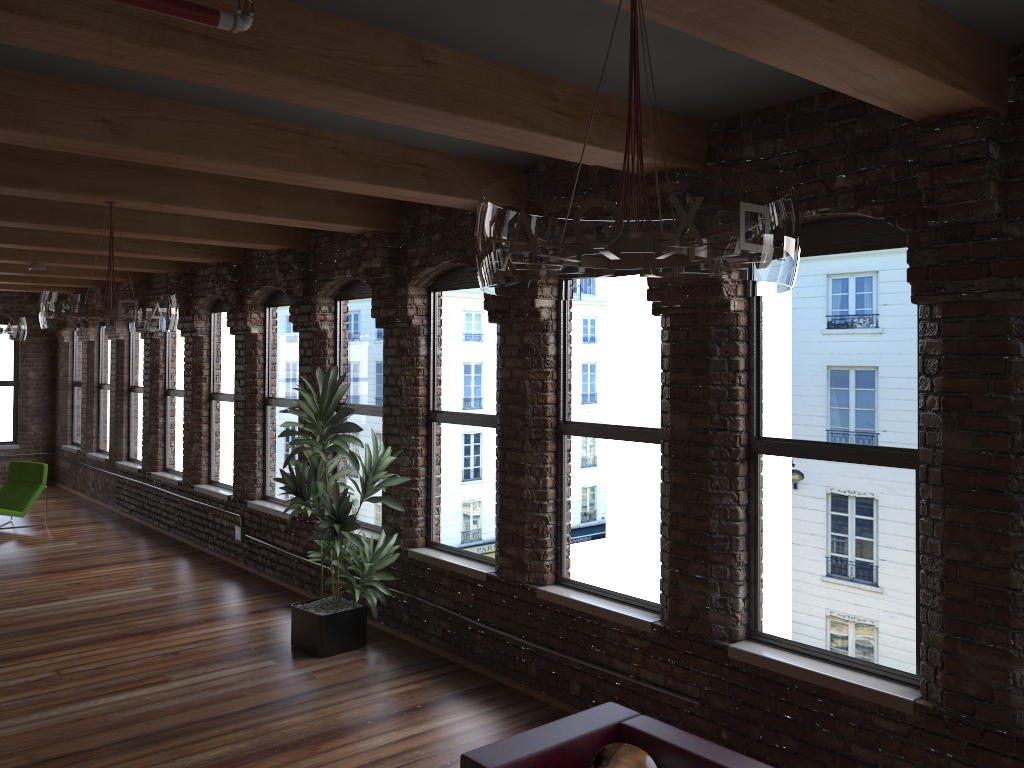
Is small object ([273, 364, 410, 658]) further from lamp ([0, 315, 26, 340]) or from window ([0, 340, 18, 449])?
window ([0, 340, 18, 449])

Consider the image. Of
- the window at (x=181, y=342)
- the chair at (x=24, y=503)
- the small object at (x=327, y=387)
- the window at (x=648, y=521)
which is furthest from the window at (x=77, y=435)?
the window at (x=648, y=521)

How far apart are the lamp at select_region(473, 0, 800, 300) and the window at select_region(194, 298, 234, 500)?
7.8 meters

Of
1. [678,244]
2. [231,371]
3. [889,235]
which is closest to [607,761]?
[678,244]

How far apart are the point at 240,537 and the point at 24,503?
3.9 meters

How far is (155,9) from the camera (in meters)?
2.20

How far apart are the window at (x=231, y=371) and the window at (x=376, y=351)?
2.16m

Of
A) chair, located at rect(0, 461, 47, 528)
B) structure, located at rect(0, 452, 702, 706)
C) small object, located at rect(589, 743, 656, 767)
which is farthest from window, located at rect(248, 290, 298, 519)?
small object, located at rect(589, 743, 656, 767)

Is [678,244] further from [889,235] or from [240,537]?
[240,537]

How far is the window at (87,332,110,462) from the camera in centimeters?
1336cm
